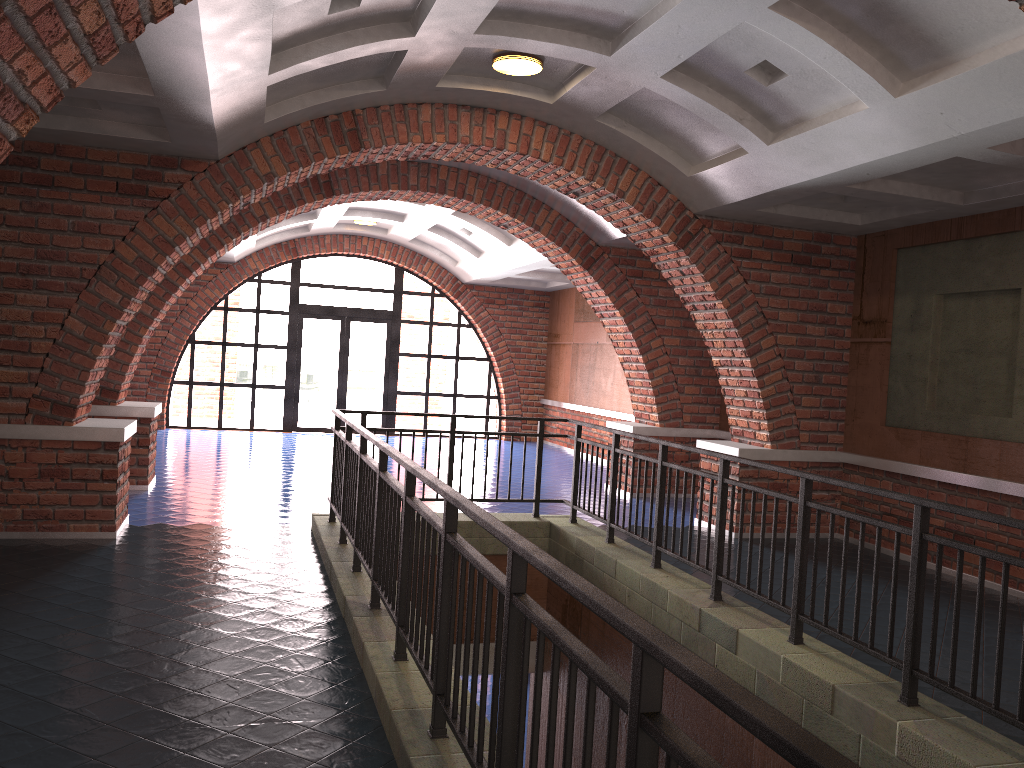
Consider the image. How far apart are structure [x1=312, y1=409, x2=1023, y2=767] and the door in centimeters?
922cm

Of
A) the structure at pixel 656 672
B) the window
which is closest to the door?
the window

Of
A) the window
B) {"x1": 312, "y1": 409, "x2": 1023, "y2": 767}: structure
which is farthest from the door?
{"x1": 312, "y1": 409, "x2": 1023, "y2": 767}: structure

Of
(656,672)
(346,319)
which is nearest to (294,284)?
(346,319)

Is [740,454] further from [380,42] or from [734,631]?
[380,42]

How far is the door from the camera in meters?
16.8

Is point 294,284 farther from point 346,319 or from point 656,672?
point 656,672

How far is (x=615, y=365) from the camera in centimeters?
1431cm

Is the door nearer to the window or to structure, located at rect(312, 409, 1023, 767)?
the window

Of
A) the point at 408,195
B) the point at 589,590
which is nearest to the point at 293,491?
the point at 408,195
